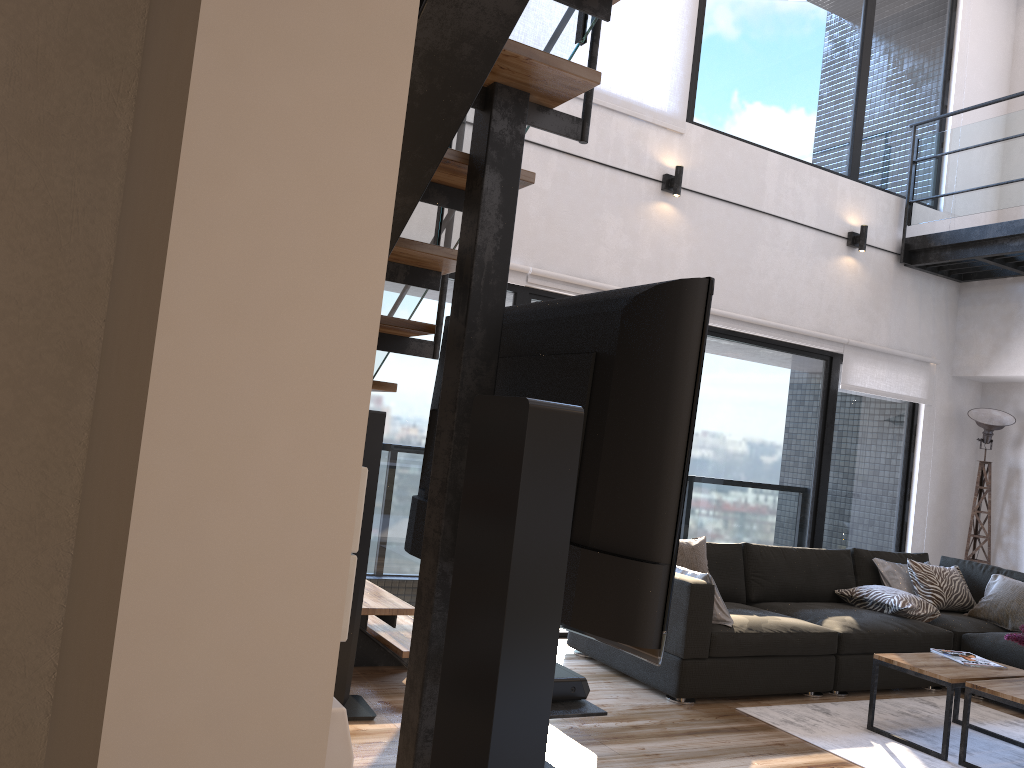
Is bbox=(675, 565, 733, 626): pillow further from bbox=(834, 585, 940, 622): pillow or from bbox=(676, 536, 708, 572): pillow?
bbox=(834, 585, 940, 622): pillow

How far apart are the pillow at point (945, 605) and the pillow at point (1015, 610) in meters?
0.1 m

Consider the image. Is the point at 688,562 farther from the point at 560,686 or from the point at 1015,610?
the point at 560,686

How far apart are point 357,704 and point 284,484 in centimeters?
332cm

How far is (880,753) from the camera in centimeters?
376cm

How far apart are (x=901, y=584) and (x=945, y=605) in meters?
0.3

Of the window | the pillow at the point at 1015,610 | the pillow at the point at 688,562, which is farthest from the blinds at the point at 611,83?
the pillow at the point at 1015,610

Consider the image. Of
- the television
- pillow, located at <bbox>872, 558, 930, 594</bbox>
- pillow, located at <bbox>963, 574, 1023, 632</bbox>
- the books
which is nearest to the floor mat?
the books

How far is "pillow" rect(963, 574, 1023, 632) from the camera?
5.3m

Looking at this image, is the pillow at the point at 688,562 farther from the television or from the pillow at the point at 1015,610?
the television
